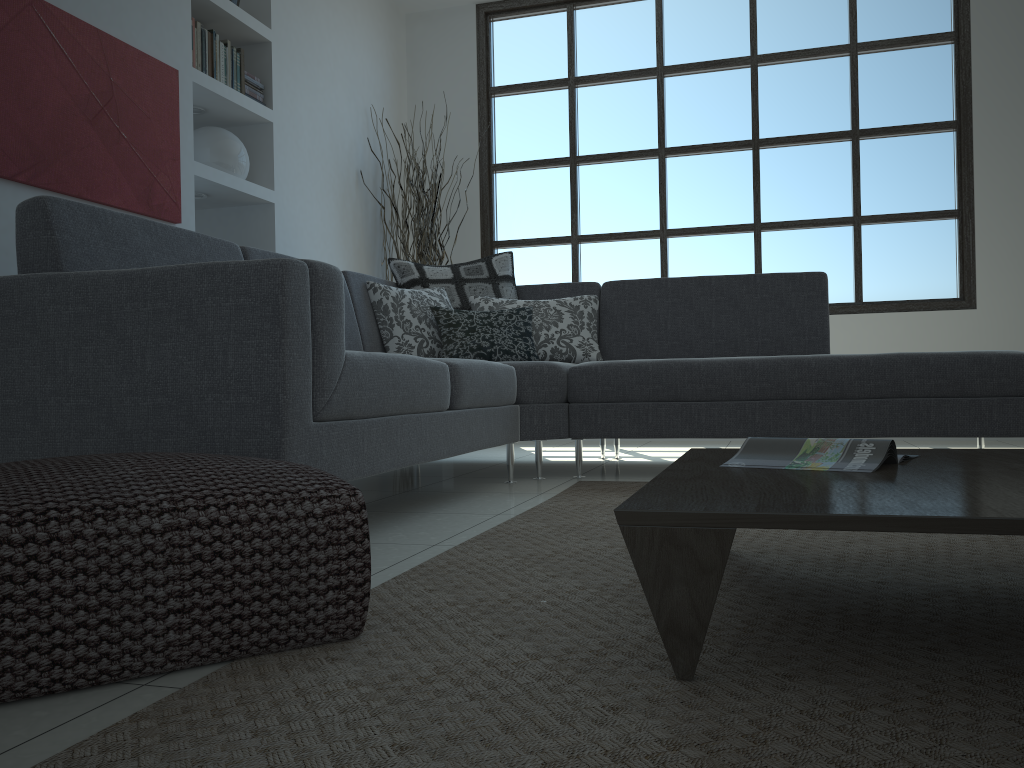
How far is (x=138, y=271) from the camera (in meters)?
1.89

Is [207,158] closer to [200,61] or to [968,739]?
[200,61]

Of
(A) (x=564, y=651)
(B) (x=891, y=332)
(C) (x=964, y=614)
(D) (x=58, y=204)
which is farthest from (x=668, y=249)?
(A) (x=564, y=651)

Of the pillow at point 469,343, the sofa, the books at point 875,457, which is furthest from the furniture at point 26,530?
the pillow at point 469,343

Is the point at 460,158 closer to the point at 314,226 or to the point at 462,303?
the point at 314,226

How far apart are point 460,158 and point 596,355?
2.6m

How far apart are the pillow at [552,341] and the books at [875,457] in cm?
234

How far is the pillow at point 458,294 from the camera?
4.1 meters

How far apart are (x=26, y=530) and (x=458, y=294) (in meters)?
3.10

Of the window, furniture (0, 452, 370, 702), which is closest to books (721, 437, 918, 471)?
furniture (0, 452, 370, 702)
